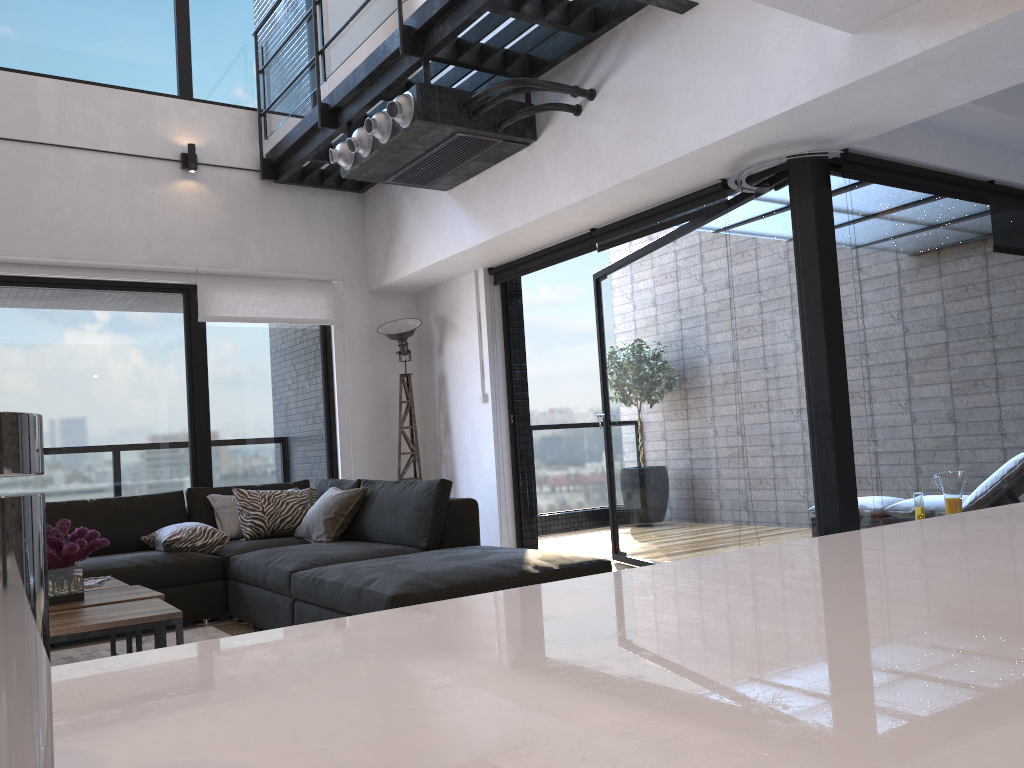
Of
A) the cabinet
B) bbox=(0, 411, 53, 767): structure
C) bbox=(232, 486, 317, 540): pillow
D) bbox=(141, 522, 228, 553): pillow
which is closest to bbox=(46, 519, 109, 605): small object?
bbox=(141, 522, 228, 553): pillow

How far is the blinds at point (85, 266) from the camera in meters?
5.5

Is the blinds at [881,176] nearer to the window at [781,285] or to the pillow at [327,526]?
the window at [781,285]

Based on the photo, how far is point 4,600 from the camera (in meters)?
0.24

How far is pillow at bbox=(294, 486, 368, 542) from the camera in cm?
484

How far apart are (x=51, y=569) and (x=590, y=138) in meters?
3.1

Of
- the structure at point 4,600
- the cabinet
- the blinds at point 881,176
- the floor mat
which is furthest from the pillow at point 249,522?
the structure at point 4,600

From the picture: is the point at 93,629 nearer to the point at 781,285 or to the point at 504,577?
the point at 504,577

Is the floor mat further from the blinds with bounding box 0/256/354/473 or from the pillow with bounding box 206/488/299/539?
the blinds with bounding box 0/256/354/473

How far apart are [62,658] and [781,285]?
3.72m
